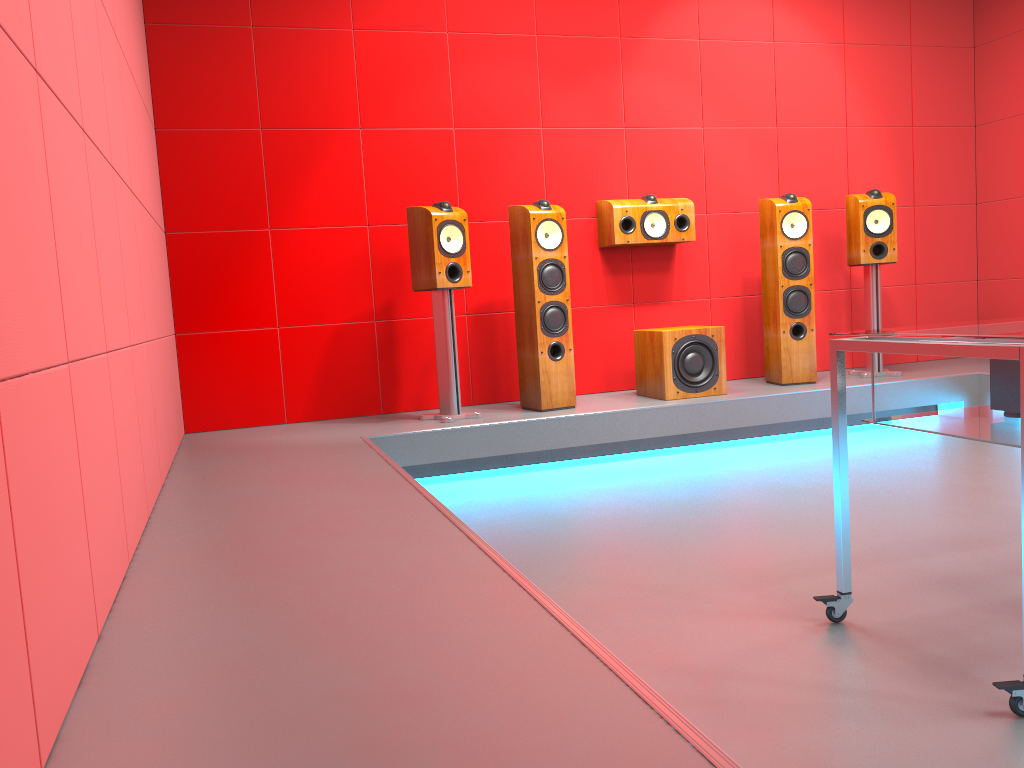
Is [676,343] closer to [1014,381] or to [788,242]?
[788,242]

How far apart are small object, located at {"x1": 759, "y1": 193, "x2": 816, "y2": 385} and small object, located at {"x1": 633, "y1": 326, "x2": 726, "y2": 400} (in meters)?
0.42

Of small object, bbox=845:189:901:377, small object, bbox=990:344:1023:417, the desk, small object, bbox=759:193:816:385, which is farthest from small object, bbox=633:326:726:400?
small object, bbox=990:344:1023:417

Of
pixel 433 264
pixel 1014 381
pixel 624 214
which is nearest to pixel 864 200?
pixel 624 214

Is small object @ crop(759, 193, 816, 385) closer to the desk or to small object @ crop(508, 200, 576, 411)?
small object @ crop(508, 200, 576, 411)

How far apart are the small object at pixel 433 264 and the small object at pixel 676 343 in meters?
1.0

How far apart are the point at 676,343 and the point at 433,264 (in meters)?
1.32

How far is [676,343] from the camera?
4.6m

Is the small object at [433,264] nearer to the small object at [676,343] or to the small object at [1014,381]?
the small object at [676,343]

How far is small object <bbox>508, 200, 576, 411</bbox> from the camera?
4.4m
